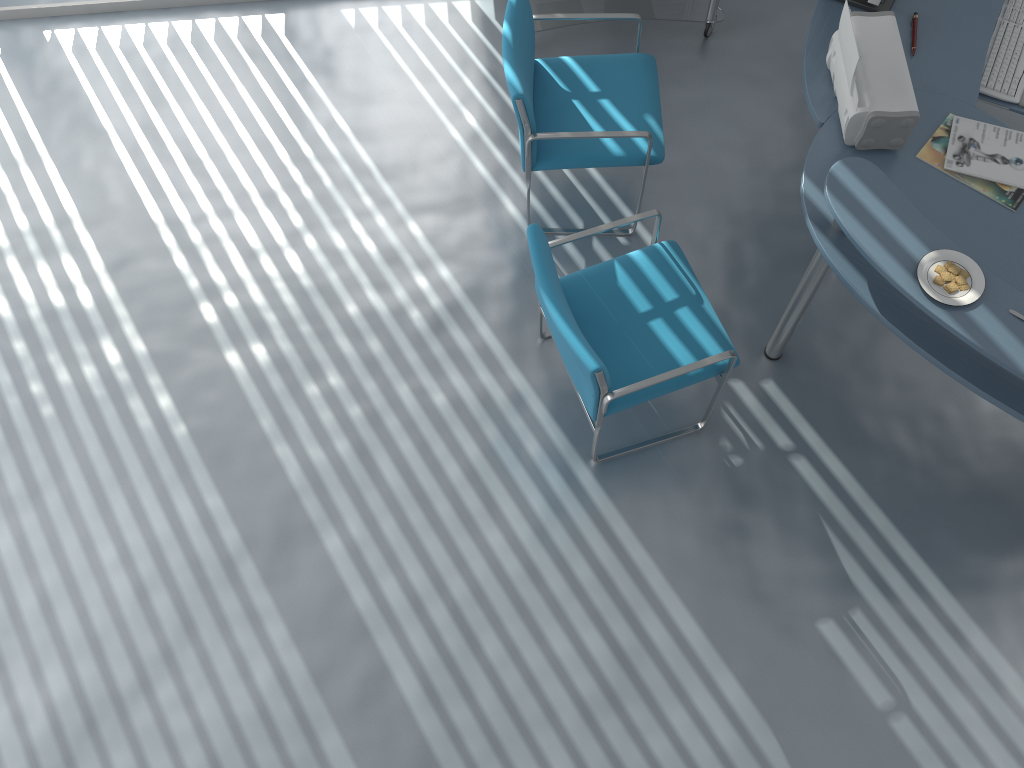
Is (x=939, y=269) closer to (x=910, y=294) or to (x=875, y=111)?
(x=910, y=294)

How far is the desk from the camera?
2.1m

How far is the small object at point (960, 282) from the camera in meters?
2.1

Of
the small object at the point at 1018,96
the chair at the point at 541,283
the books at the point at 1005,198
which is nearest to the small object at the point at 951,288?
the books at the point at 1005,198

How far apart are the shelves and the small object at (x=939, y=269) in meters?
1.9 m

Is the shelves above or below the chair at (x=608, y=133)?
below

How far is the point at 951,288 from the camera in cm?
213

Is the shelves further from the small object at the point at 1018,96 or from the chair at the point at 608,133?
the small object at the point at 1018,96

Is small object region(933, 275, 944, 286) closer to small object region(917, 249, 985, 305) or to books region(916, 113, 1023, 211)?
small object region(917, 249, 985, 305)

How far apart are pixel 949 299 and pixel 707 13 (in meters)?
1.99
